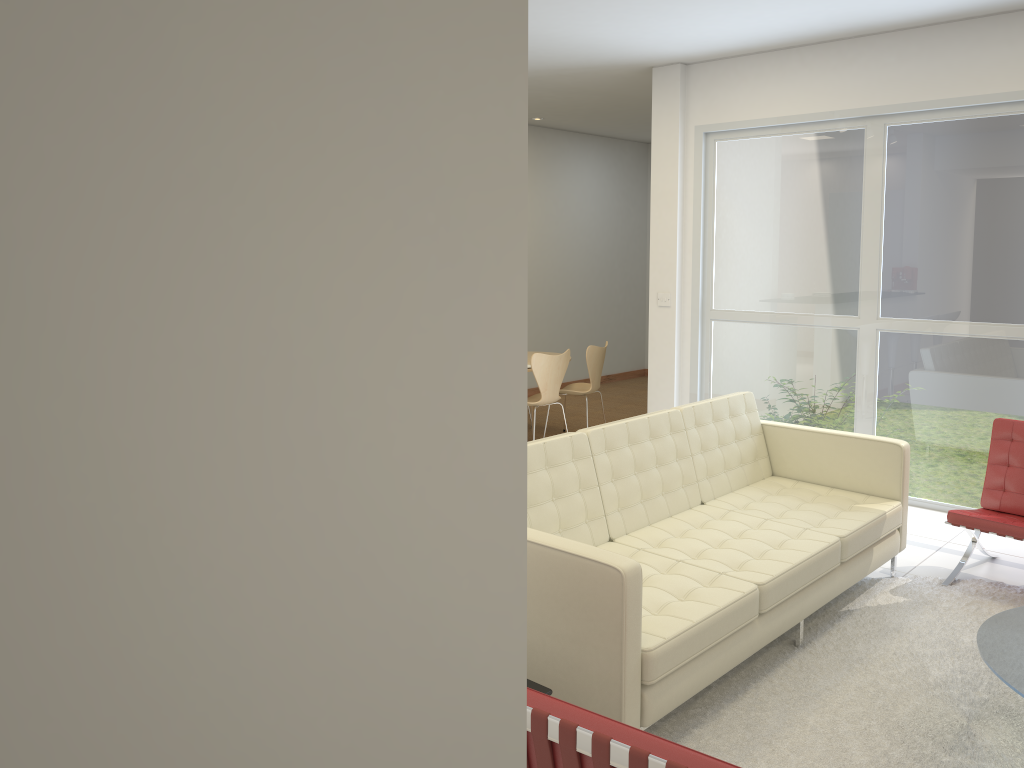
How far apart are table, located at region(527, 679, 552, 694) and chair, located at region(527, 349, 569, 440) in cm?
465

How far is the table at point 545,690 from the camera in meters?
2.7

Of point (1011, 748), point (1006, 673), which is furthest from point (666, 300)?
point (1006, 673)

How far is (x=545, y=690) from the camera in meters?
2.7 m

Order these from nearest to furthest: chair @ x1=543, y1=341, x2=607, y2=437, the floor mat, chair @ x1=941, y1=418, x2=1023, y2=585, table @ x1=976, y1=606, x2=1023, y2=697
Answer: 1. table @ x1=976, y1=606, x2=1023, y2=697
2. the floor mat
3. chair @ x1=941, y1=418, x2=1023, y2=585
4. chair @ x1=543, y1=341, x2=607, y2=437

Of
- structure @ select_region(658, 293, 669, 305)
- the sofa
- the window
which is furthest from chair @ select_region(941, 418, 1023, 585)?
structure @ select_region(658, 293, 669, 305)

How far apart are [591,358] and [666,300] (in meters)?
1.07

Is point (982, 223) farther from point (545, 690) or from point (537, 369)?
point (545, 690)

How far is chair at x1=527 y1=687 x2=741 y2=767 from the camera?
1.7m

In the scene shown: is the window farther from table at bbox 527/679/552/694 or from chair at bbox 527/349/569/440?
table at bbox 527/679/552/694
